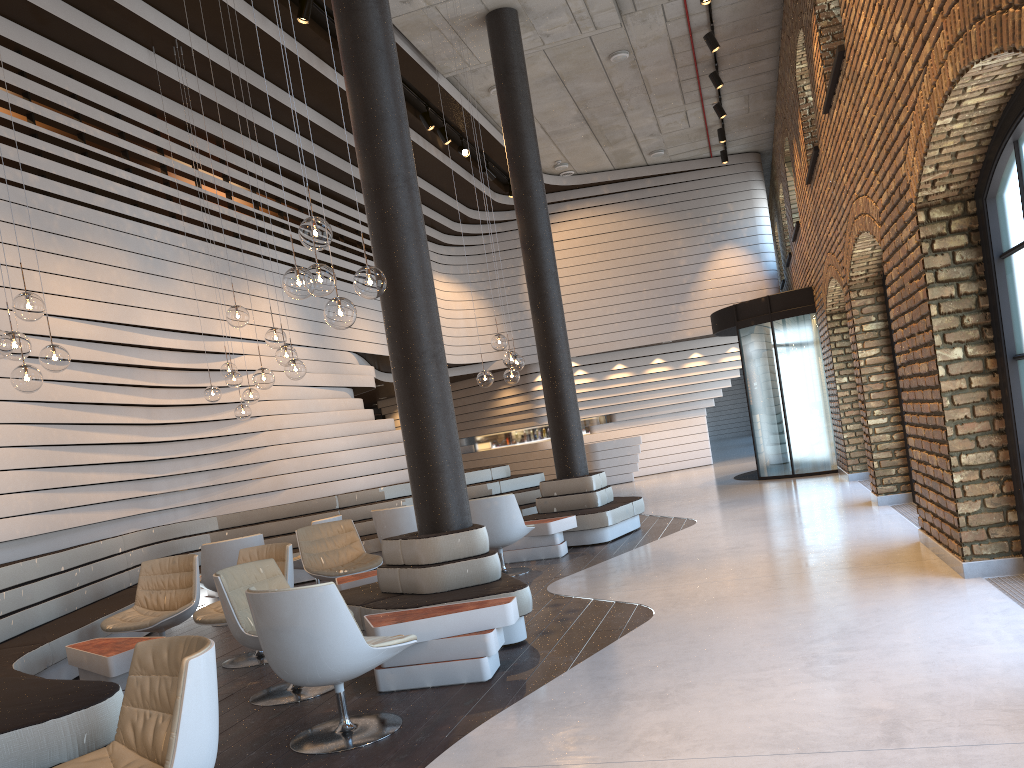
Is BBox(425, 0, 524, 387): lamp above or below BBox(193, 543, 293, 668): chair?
above

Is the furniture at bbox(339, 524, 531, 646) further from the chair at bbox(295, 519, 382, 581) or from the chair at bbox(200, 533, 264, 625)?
the chair at bbox(200, 533, 264, 625)

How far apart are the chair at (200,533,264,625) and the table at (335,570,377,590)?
1.4 meters

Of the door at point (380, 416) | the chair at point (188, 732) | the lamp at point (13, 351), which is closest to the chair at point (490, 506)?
the lamp at point (13, 351)

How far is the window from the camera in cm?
454

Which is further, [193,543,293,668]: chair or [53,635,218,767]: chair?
[193,543,293,668]: chair

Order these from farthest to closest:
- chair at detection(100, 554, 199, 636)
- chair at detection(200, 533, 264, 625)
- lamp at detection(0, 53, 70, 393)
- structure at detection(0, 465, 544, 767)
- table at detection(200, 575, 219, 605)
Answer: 1. table at detection(200, 575, 219, 605)
2. chair at detection(200, 533, 264, 625)
3. chair at detection(100, 554, 199, 636)
4. lamp at detection(0, 53, 70, 393)
5. structure at detection(0, 465, 544, 767)

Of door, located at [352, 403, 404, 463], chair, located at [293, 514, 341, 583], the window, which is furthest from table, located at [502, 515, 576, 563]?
door, located at [352, 403, 404, 463]

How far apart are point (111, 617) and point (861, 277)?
7.4 meters

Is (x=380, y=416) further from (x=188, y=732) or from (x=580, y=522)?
(x=188, y=732)
